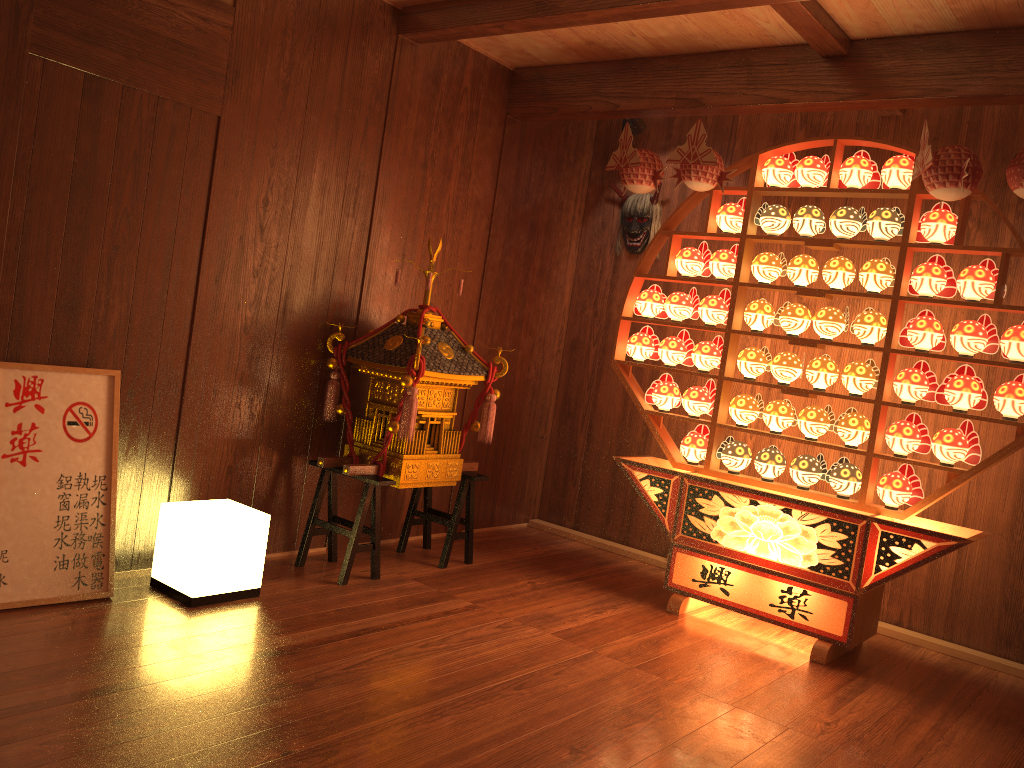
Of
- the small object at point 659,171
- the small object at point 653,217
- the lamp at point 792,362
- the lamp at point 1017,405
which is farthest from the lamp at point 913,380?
the small object at point 653,217

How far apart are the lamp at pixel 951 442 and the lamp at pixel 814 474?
0.5 meters

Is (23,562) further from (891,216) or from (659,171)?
(891,216)

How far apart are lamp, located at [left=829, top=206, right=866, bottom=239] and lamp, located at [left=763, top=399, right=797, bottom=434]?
0.8 meters

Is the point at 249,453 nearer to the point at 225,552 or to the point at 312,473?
the point at 312,473

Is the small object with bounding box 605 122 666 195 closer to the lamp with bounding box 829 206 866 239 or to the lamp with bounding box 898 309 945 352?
the lamp with bounding box 829 206 866 239

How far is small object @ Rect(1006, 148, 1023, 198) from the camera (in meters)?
3.08

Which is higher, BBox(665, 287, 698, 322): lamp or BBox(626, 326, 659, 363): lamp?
BBox(665, 287, 698, 322): lamp

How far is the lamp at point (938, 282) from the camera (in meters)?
3.49

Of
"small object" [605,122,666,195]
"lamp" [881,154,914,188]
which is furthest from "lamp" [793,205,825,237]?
"small object" [605,122,666,195]
